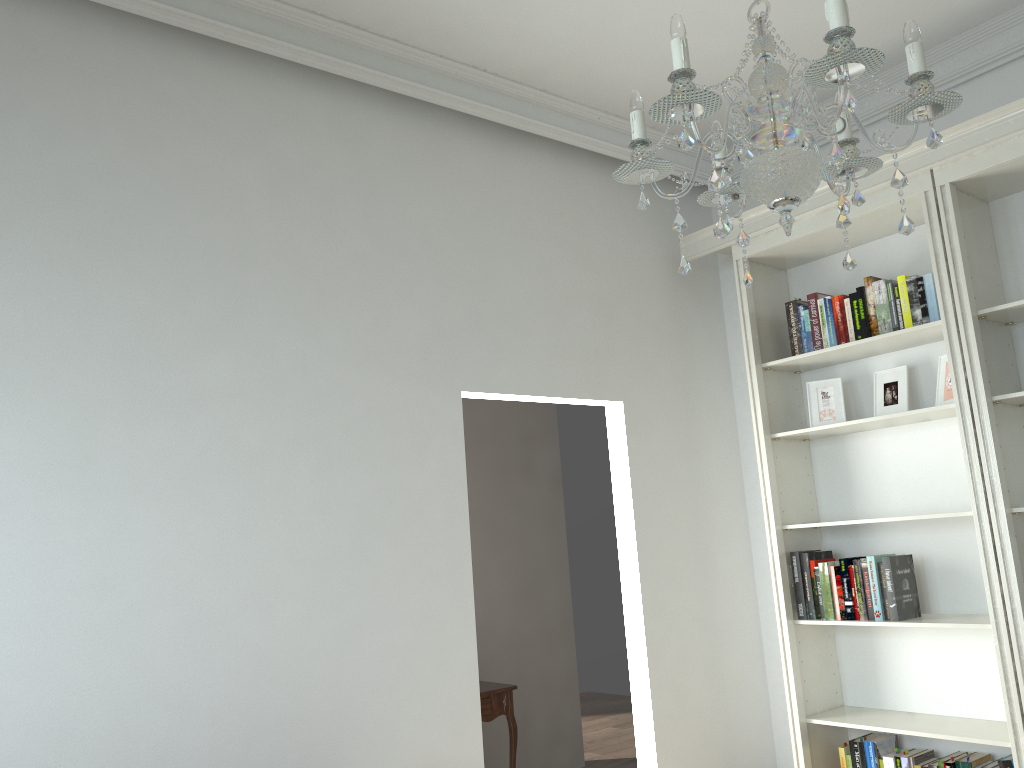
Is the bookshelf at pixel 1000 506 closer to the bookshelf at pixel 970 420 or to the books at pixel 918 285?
the bookshelf at pixel 970 420

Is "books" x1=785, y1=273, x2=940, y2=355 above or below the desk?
above

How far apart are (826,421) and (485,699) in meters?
2.2 m

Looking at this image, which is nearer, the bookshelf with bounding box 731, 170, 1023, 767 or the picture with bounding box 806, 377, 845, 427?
the bookshelf with bounding box 731, 170, 1023, 767

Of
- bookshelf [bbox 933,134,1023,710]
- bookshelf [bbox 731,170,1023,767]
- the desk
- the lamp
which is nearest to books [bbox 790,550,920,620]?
bookshelf [bbox 731,170,1023,767]

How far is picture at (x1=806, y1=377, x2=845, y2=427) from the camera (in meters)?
3.94

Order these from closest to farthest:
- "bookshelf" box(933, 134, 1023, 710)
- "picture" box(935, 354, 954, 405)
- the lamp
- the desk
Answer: the lamp → "bookshelf" box(933, 134, 1023, 710) → "picture" box(935, 354, 954, 405) → the desk

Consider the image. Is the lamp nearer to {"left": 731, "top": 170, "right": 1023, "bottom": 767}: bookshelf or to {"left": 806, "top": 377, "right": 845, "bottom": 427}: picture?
{"left": 731, "top": 170, "right": 1023, "bottom": 767}: bookshelf

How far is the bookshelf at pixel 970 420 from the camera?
3.3 meters

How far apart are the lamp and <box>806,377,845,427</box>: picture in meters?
2.2
